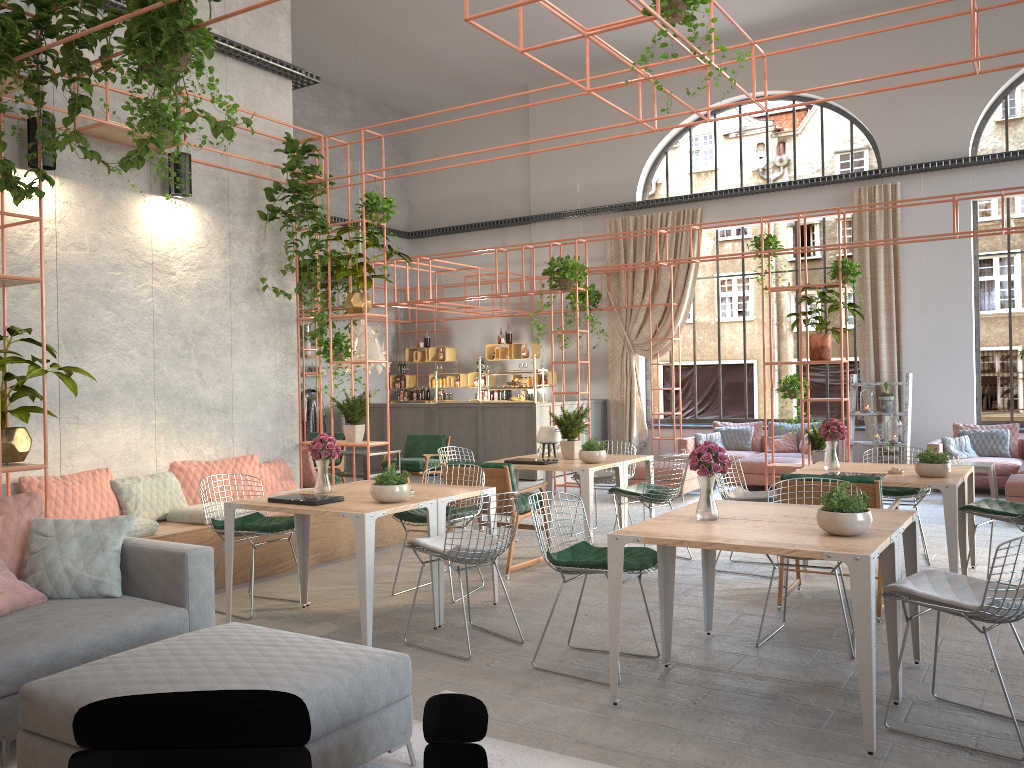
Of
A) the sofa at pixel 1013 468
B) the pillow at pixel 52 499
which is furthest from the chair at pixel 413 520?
the sofa at pixel 1013 468

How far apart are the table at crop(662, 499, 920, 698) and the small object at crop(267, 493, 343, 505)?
2.2 meters

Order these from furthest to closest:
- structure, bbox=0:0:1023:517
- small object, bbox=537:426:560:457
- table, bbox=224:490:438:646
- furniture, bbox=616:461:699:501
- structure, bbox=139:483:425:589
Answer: furniture, bbox=616:461:699:501
small object, bbox=537:426:560:457
structure, bbox=139:483:425:589
table, bbox=224:490:438:646
structure, bbox=0:0:1023:517

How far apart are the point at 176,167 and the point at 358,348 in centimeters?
335cm

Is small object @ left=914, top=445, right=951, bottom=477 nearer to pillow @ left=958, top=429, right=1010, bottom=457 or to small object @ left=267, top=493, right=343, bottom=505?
small object @ left=267, top=493, right=343, bottom=505

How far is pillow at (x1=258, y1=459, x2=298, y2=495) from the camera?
8.25m

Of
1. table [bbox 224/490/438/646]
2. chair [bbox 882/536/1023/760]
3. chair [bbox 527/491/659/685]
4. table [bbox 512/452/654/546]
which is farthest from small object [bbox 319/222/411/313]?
chair [bbox 882/536/1023/760]

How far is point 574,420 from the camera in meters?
8.2

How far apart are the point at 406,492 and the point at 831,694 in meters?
2.7

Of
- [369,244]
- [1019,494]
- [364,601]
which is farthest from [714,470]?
[1019,494]
